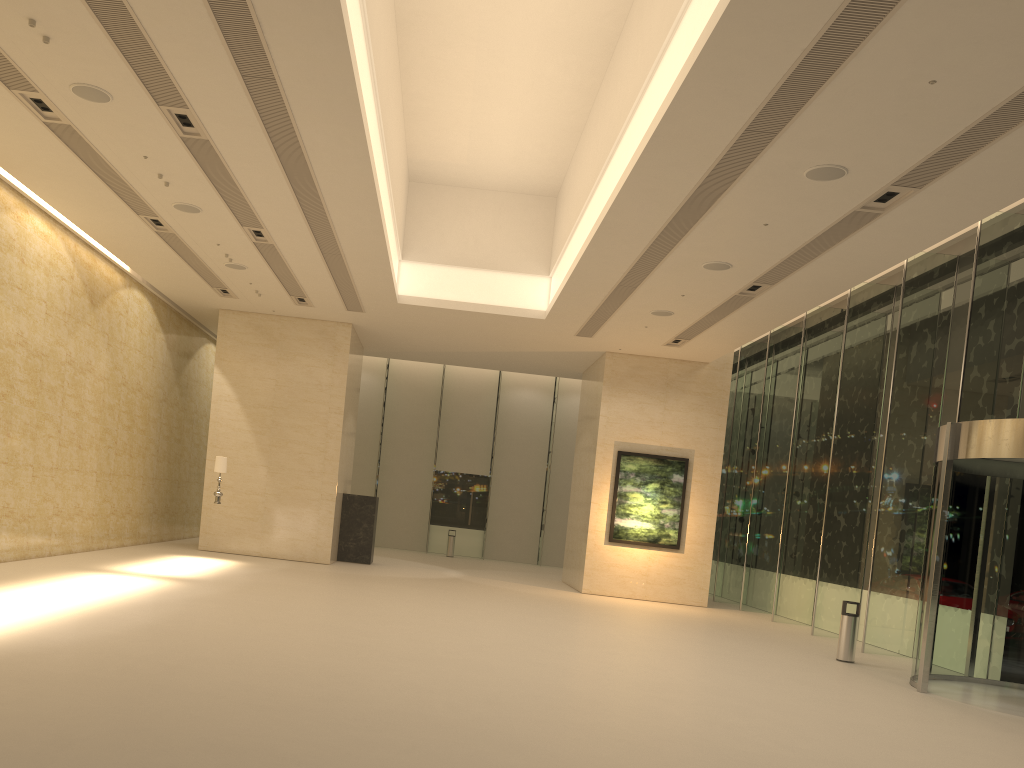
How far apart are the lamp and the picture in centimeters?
915cm

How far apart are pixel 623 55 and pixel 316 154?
4.7 meters

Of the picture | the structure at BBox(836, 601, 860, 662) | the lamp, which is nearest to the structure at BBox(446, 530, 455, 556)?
the picture

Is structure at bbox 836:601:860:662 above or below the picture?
below

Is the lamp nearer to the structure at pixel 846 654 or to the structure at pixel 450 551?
the structure at pixel 846 654

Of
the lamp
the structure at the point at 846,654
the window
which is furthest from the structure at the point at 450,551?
the structure at the point at 846,654

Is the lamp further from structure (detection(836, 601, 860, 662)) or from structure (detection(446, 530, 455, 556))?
structure (detection(446, 530, 455, 556))

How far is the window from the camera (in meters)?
14.07

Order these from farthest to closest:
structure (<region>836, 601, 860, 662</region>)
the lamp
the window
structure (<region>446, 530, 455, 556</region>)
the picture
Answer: structure (<region>446, 530, 455, 556</region>), the picture, the lamp, the window, structure (<region>836, 601, 860, 662</region>)

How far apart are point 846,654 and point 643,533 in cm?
781
